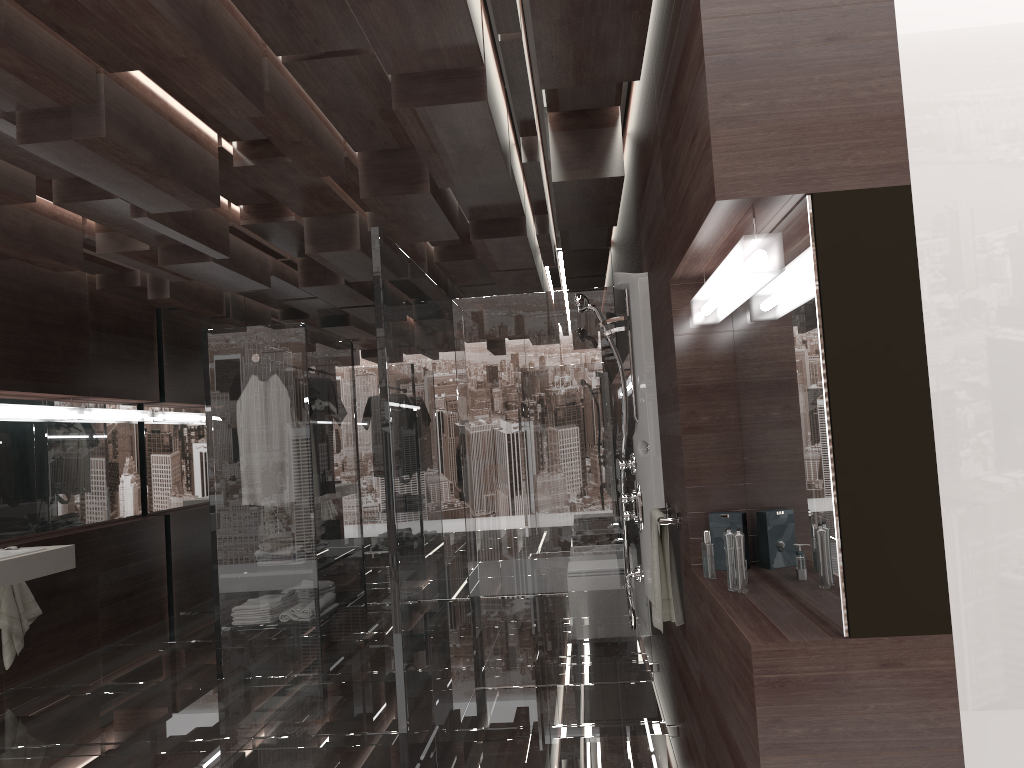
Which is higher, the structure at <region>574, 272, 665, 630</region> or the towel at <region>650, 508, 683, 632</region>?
the structure at <region>574, 272, 665, 630</region>

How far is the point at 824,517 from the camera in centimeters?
189cm

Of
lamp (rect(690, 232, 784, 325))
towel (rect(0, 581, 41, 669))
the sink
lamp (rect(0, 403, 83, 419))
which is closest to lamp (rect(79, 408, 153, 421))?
lamp (rect(0, 403, 83, 419))

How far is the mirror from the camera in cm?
189

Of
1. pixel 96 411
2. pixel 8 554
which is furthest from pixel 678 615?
pixel 96 411

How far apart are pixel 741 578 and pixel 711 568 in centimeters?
25cm

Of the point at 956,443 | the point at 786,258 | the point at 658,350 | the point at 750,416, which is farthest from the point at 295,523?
the point at 956,443

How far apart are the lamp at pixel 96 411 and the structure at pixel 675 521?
4.6 meters

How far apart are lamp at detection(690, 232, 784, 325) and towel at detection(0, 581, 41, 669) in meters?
4.4 m

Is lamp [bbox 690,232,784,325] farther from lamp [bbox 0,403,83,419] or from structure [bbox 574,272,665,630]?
lamp [bbox 0,403,83,419]
